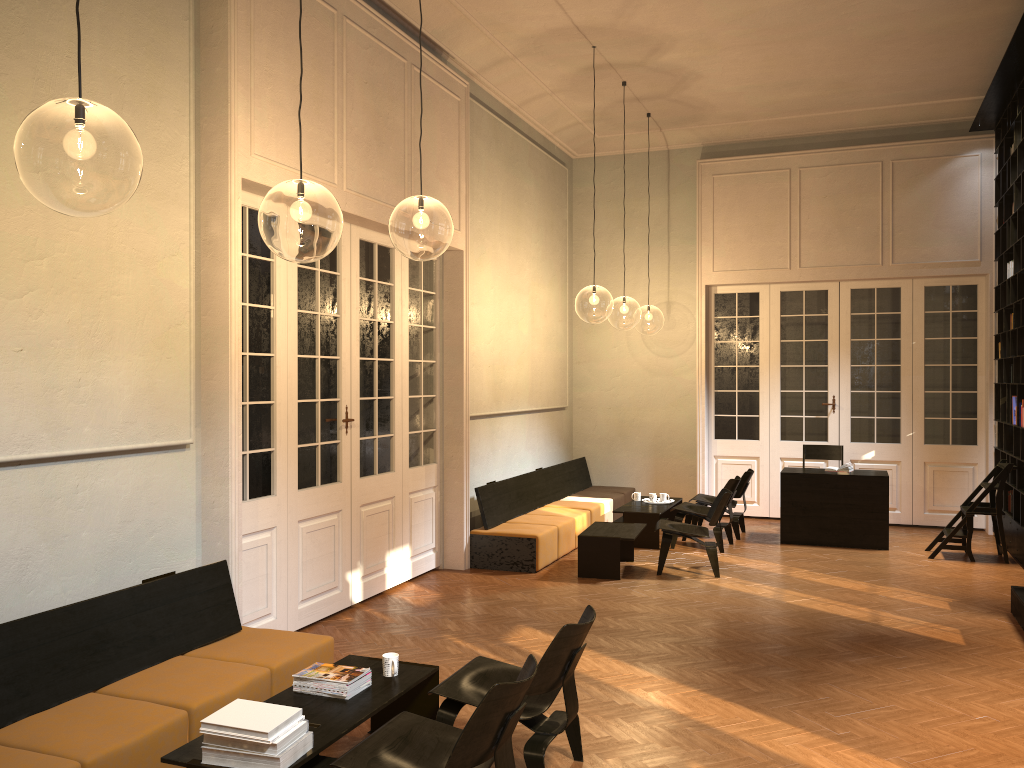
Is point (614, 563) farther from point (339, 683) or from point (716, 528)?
point (339, 683)

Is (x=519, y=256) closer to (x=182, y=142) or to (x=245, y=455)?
(x=245, y=455)

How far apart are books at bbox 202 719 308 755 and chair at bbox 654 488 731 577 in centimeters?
551cm

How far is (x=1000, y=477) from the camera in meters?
9.2

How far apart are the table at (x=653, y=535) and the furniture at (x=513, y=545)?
0.4m

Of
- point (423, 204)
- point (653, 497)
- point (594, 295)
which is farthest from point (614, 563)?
point (594, 295)

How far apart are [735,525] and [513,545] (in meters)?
3.17

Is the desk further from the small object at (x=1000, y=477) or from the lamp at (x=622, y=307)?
the lamp at (x=622, y=307)

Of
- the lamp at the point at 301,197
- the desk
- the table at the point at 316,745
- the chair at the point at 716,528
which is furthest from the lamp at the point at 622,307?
the table at the point at 316,745

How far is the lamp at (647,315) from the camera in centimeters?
2666cm
